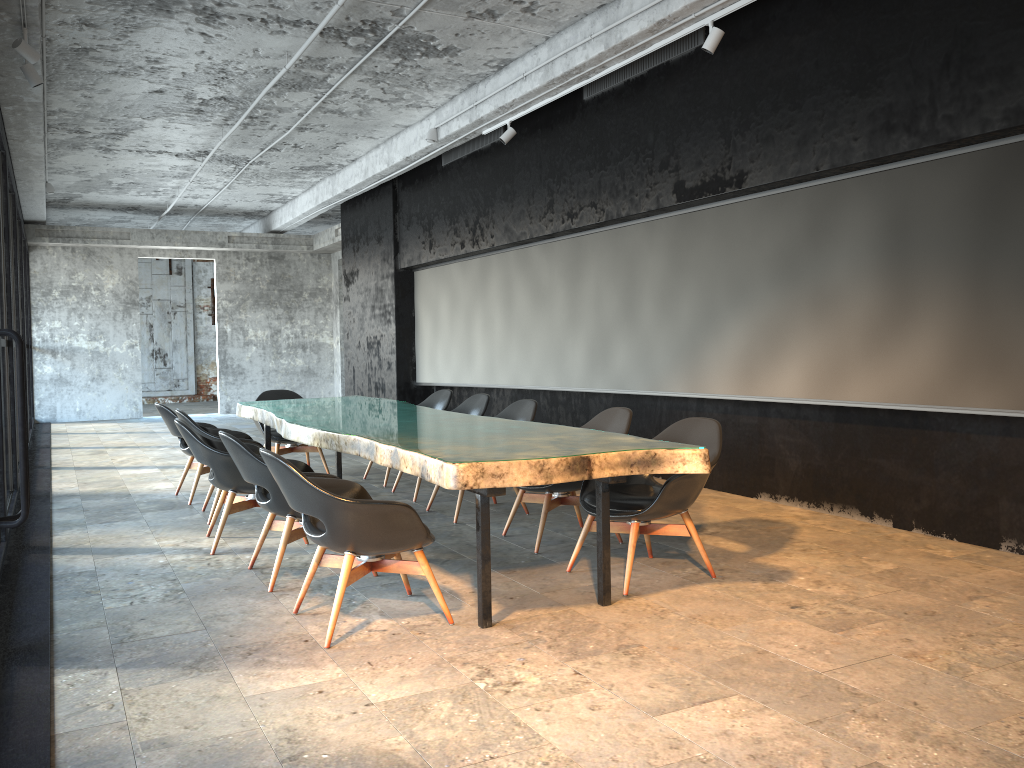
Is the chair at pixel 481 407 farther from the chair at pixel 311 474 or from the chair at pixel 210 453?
the chair at pixel 311 474

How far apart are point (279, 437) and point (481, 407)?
2.3 meters

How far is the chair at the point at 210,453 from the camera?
5.5m

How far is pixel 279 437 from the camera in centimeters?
862cm

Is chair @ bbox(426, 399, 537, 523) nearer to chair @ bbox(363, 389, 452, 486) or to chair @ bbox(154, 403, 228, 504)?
chair @ bbox(363, 389, 452, 486)

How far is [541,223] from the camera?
9.03m

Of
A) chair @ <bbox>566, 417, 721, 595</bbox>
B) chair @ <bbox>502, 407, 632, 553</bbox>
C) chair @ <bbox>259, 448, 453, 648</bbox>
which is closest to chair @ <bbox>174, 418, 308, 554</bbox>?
chair @ <bbox>259, 448, 453, 648</bbox>

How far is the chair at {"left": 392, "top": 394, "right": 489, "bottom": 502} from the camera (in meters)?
7.63

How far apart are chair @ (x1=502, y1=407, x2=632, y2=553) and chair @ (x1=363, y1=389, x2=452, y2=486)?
2.50m

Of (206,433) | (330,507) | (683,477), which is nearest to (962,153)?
(683,477)
